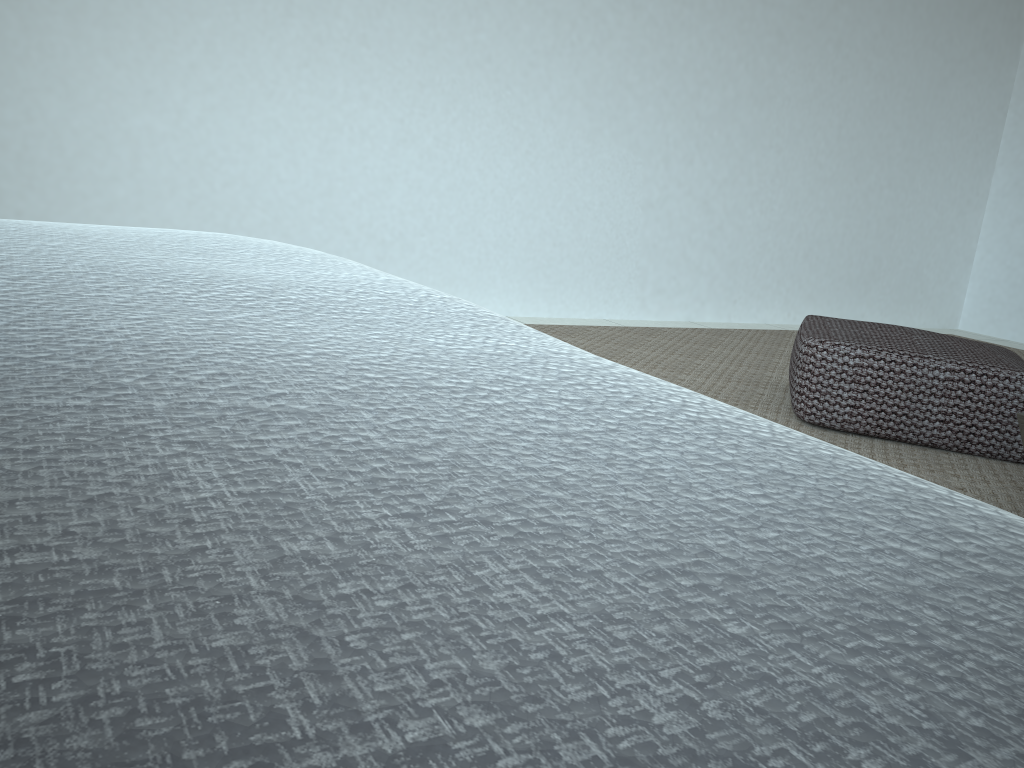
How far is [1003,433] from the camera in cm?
222

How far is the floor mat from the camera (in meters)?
2.08

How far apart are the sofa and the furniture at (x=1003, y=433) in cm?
181

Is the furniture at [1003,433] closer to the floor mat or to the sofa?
the floor mat

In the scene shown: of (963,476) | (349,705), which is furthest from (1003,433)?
(349,705)

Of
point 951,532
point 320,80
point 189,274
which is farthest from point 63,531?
point 320,80

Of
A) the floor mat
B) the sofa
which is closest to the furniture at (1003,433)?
the floor mat

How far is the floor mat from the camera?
2.1m

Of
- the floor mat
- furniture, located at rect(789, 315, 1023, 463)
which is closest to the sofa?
the floor mat

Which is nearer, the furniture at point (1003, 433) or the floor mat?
the floor mat
